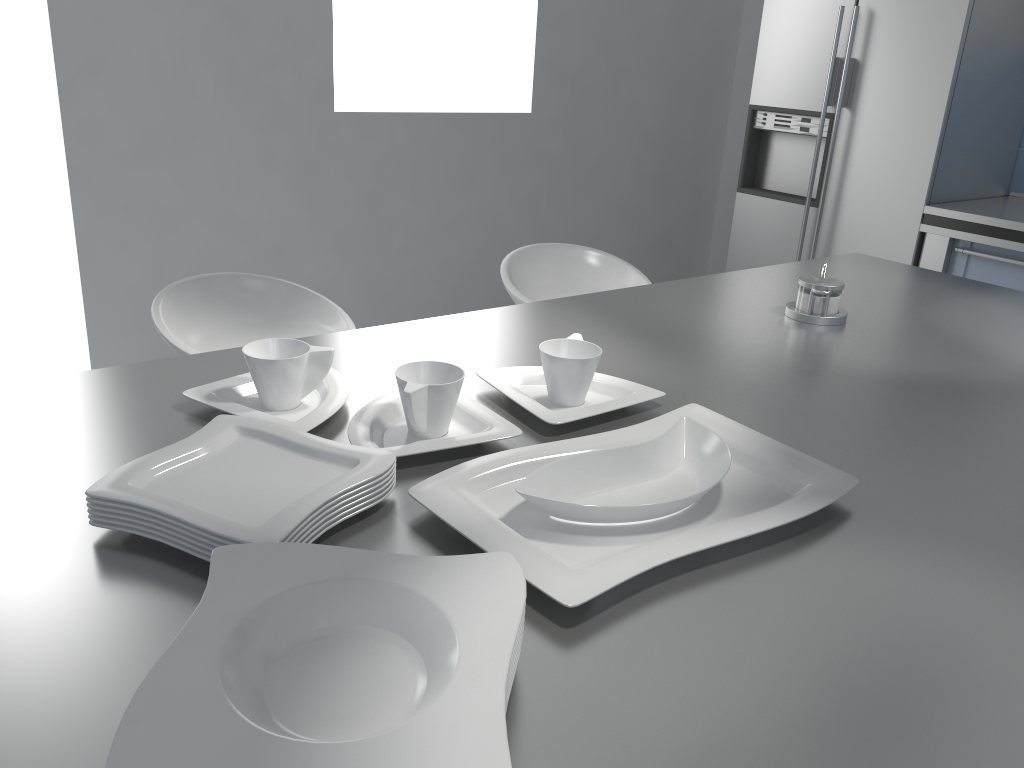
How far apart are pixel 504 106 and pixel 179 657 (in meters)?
3.95

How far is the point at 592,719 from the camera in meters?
0.7

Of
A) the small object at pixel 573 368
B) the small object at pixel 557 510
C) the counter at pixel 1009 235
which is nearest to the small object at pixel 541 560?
the small object at pixel 557 510

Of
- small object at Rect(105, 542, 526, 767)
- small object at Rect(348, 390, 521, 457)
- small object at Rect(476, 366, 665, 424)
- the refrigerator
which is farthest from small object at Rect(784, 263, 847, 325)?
the refrigerator

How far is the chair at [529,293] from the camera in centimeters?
258cm

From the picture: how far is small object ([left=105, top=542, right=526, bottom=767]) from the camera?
0.55m

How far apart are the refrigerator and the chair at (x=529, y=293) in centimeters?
148cm

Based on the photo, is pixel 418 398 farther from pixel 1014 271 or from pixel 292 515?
pixel 1014 271

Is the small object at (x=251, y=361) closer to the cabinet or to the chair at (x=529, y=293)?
the chair at (x=529, y=293)

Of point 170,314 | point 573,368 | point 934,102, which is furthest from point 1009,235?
point 170,314
